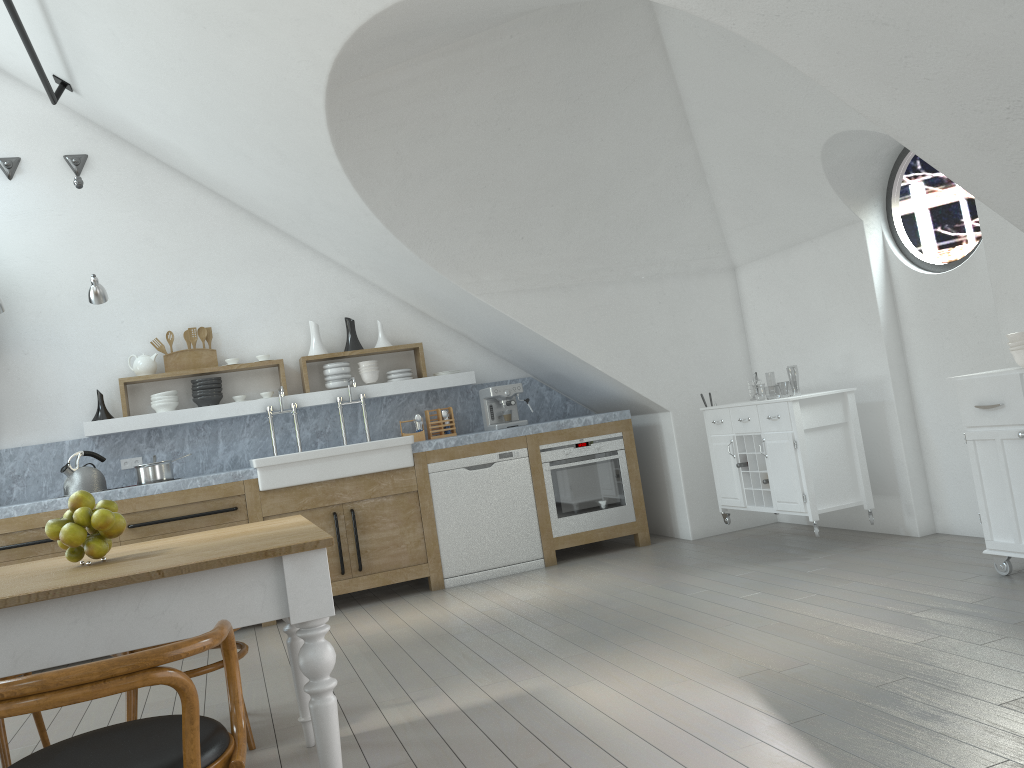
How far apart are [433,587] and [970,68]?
4.5m

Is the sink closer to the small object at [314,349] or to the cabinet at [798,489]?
the small object at [314,349]

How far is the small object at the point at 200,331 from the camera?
6.3 meters

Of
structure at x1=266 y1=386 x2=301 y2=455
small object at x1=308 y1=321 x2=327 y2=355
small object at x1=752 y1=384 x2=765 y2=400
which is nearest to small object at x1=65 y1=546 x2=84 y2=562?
structure at x1=266 y1=386 x2=301 y2=455

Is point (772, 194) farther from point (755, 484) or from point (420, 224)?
point (420, 224)

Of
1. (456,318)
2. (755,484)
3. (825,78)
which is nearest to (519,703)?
(825,78)

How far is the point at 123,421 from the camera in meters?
6.0

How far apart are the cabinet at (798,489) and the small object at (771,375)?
43.70m

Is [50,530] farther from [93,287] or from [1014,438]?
[1014,438]

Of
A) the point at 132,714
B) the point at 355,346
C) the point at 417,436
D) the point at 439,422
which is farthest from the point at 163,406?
the point at 132,714
